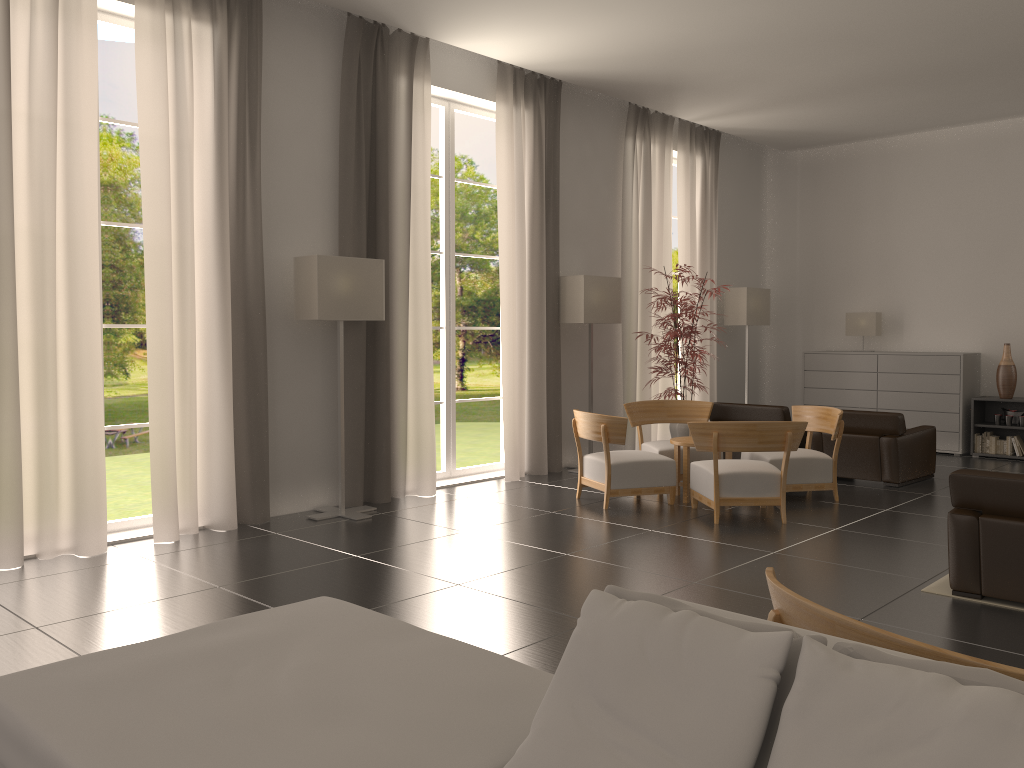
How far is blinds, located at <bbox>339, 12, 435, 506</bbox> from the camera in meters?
11.4

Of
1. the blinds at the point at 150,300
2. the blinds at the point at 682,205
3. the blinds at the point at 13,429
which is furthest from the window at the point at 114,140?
the blinds at the point at 13,429

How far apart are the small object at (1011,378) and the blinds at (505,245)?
8.1m

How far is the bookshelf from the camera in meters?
16.0 m

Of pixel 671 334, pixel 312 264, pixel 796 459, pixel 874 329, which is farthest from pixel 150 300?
pixel 874 329

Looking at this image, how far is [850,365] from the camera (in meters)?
17.58

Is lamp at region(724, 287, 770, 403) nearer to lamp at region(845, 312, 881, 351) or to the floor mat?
lamp at region(845, 312, 881, 351)

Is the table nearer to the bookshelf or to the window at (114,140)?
the bookshelf

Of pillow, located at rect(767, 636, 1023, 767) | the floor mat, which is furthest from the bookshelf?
pillow, located at rect(767, 636, 1023, 767)

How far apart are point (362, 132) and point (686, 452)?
5.9m
